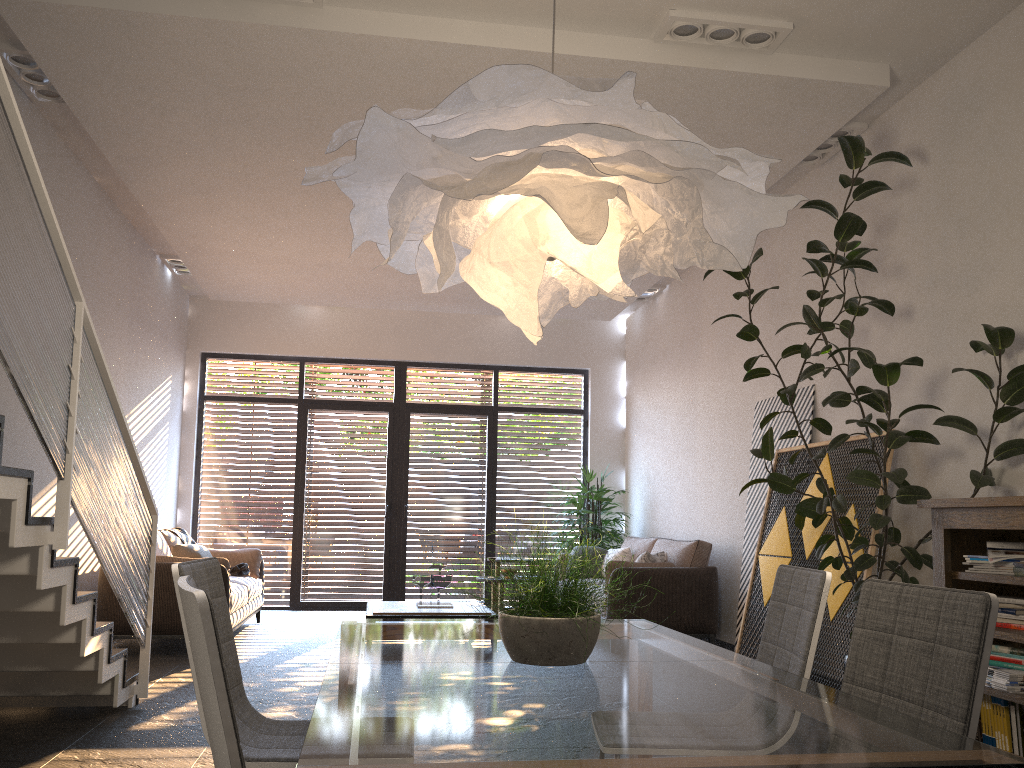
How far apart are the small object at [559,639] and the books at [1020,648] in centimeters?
257cm

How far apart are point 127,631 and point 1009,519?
5.74m

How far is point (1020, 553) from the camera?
3.73m

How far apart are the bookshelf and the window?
6.67m

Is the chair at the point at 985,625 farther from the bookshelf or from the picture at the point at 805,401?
the picture at the point at 805,401

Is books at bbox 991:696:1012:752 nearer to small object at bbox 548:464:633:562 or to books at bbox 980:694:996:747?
books at bbox 980:694:996:747

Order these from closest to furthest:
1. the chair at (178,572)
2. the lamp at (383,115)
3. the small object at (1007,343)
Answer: the lamp at (383,115), the chair at (178,572), the small object at (1007,343)

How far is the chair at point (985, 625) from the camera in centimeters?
157cm

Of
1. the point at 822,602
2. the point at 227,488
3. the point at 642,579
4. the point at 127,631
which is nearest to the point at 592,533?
the point at 642,579

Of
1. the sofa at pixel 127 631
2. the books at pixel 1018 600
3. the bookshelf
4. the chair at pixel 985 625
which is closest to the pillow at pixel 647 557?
the sofa at pixel 127 631
